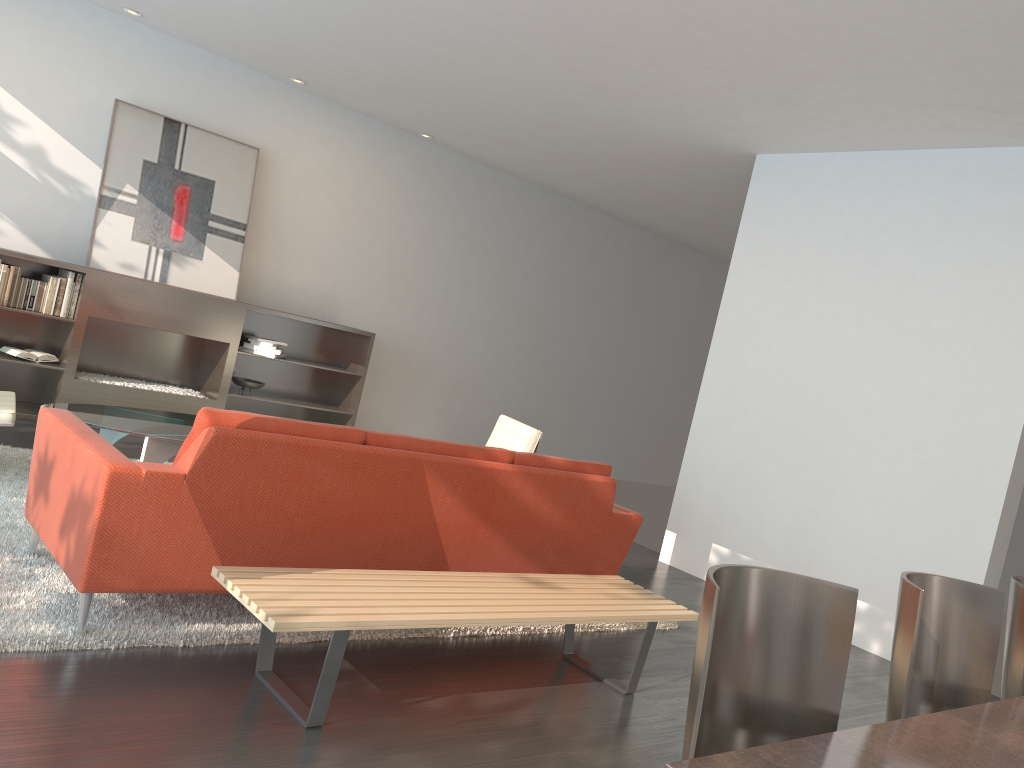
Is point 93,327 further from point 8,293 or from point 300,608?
point 300,608

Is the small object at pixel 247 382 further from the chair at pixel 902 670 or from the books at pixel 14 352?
the chair at pixel 902 670

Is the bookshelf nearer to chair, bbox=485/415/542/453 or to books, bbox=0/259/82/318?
books, bbox=0/259/82/318

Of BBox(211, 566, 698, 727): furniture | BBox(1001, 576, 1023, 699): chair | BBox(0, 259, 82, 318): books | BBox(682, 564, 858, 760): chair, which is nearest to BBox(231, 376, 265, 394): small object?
BBox(0, 259, 82, 318): books

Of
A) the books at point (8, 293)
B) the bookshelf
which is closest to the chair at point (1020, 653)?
the bookshelf

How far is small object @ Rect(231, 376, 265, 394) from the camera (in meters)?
7.47

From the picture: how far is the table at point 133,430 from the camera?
4.43m

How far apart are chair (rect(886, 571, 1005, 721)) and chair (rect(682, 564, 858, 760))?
0.30m

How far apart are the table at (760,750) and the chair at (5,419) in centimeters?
409cm

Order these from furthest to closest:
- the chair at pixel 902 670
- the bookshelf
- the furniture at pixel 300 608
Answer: the bookshelf → the furniture at pixel 300 608 → the chair at pixel 902 670
